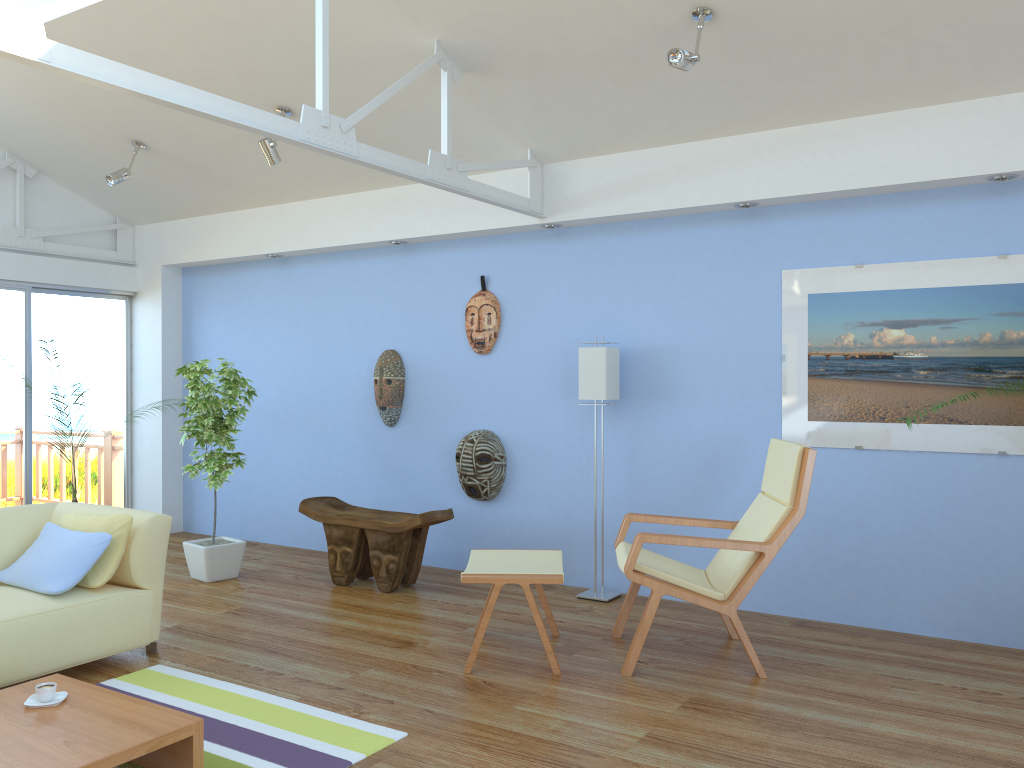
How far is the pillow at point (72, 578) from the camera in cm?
375

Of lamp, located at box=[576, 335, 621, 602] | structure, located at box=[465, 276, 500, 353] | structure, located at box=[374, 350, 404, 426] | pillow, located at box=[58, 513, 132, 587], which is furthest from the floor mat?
structure, located at box=[465, 276, 500, 353]

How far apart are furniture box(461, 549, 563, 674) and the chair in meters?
0.3

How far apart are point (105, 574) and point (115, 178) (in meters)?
3.13

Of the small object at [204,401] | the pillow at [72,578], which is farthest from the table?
the small object at [204,401]

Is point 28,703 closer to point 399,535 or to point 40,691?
point 40,691

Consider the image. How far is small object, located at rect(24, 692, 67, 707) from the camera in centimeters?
286cm

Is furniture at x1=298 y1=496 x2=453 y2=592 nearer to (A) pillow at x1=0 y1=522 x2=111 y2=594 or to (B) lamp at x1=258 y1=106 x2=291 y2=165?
(A) pillow at x1=0 y1=522 x2=111 y2=594

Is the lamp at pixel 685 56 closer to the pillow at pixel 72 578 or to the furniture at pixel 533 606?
the furniture at pixel 533 606

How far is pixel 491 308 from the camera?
5.7 meters
